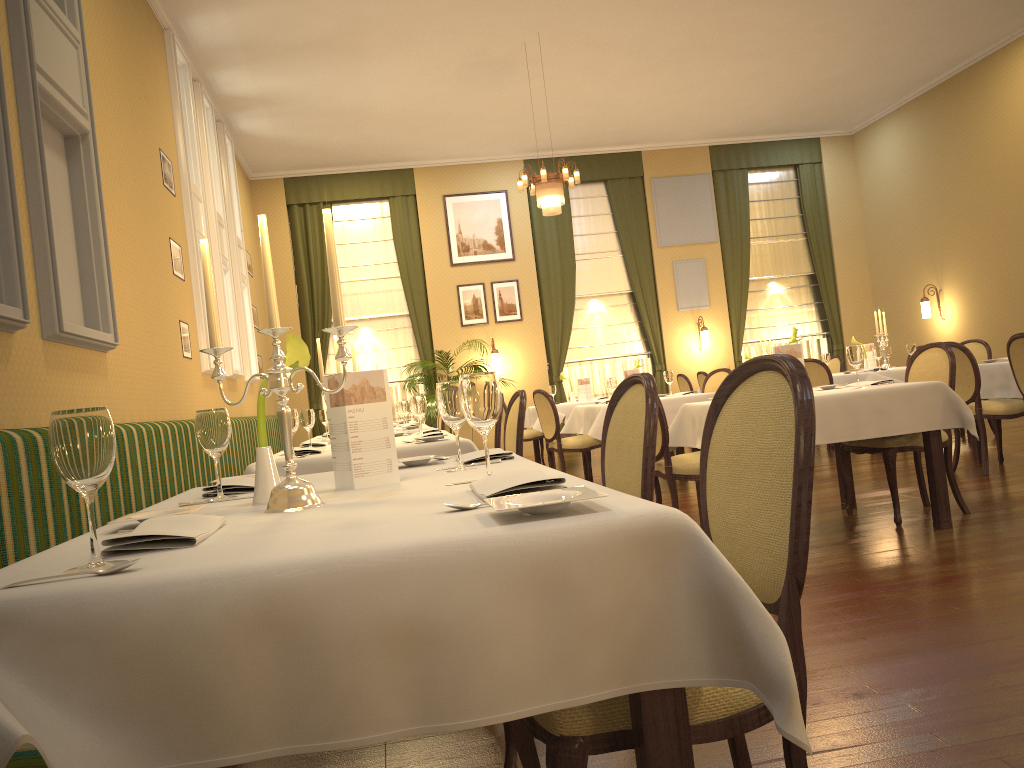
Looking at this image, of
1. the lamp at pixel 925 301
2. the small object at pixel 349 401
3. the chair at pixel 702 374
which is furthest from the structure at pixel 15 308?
the lamp at pixel 925 301

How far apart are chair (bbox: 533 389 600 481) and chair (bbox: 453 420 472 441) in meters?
0.8

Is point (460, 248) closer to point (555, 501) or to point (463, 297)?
point (463, 297)

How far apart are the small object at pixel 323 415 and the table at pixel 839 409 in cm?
276

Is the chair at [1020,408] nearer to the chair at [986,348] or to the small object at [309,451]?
the chair at [986,348]

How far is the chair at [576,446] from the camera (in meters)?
7.65

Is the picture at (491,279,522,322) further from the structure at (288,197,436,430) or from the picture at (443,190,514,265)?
the structure at (288,197,436,430)

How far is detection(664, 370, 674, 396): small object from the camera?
7.6m

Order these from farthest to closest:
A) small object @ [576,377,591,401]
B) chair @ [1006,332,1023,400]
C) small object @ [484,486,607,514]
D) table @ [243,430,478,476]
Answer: small object @ [576,377,591,401]
chair @ [1006,332,1023,400]
table @ [243,430,478,476]
small object @ [484,486,607,514]

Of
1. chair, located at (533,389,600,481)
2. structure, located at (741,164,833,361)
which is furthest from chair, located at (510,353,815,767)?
structure, located at (741,164,833,361)
